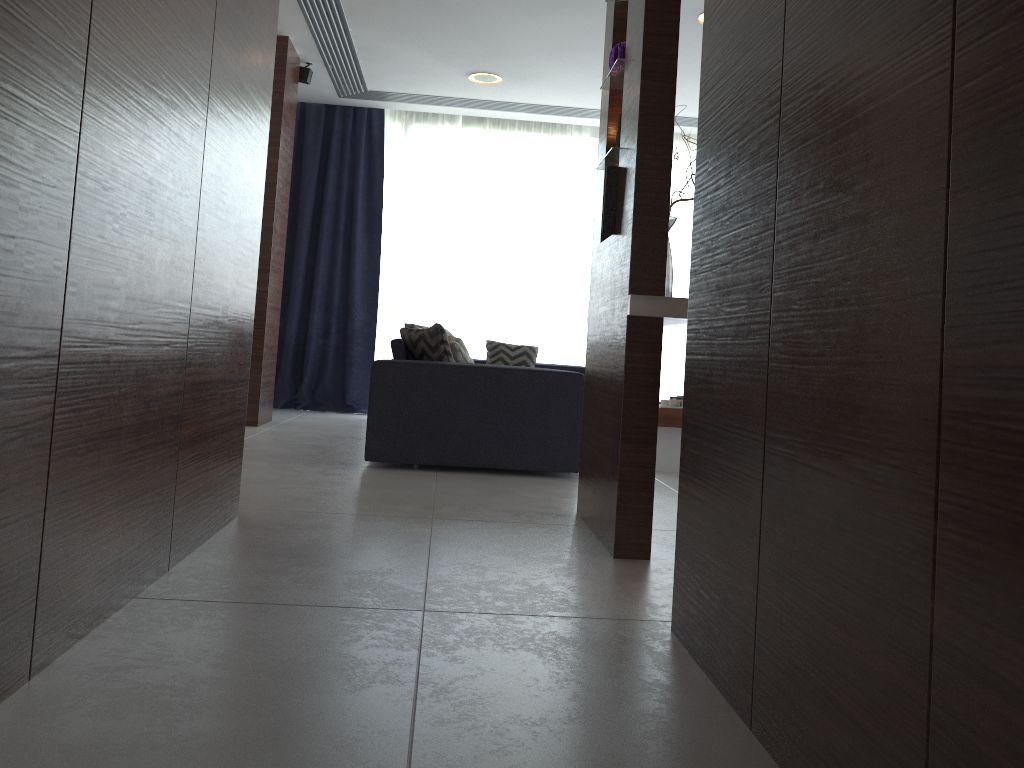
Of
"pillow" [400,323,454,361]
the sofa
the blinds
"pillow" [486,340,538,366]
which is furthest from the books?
the blinds

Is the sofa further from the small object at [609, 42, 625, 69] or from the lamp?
the lamp

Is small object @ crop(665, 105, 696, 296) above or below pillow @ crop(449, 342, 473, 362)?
above

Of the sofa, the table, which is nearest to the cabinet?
the sofa

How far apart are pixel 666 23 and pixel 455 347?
2.2m

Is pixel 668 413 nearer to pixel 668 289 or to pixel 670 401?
pixel 670 401

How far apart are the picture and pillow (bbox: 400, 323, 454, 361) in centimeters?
153cm

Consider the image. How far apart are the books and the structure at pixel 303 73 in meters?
3.5 m

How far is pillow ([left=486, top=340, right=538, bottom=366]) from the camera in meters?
6.7 m

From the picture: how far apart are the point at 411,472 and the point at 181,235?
2.22m
